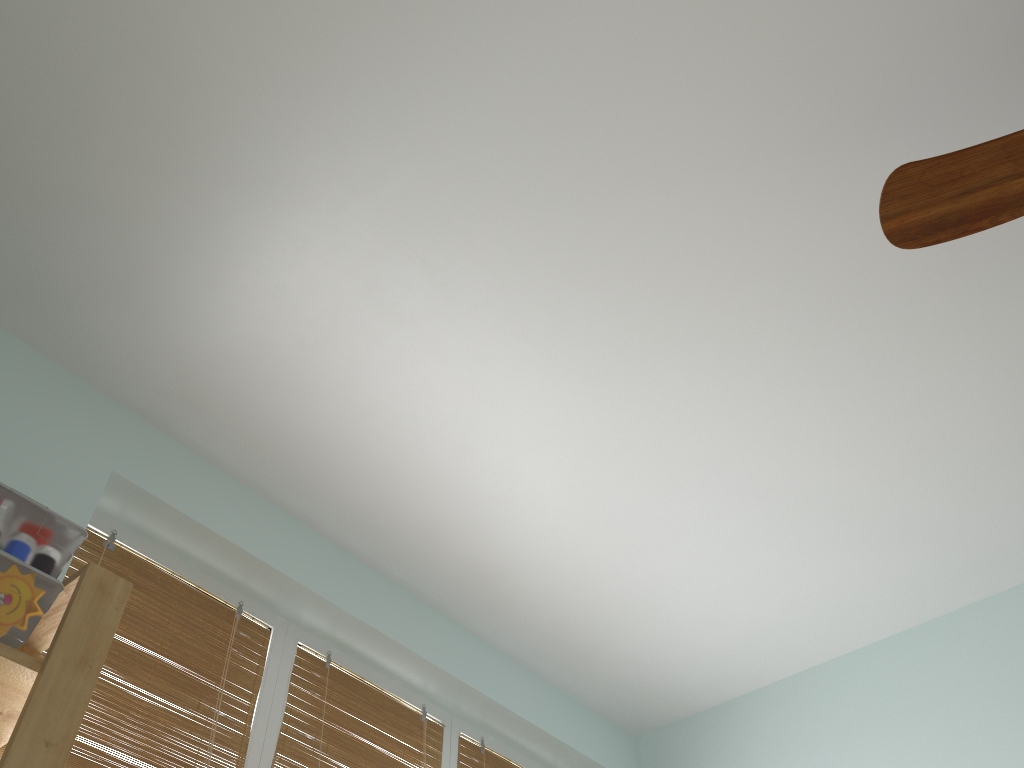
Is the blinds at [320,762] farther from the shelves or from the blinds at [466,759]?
the shelves

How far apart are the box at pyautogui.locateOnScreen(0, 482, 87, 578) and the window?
0.6m

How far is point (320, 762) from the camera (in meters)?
1.97

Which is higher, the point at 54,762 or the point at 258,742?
the point at 258,742

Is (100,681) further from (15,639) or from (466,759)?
(466,759)

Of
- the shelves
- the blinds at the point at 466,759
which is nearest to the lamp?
the shelves

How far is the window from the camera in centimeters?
187cm

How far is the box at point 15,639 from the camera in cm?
117

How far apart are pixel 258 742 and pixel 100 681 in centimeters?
37cm

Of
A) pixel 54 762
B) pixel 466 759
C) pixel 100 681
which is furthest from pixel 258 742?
pixel 54 762
